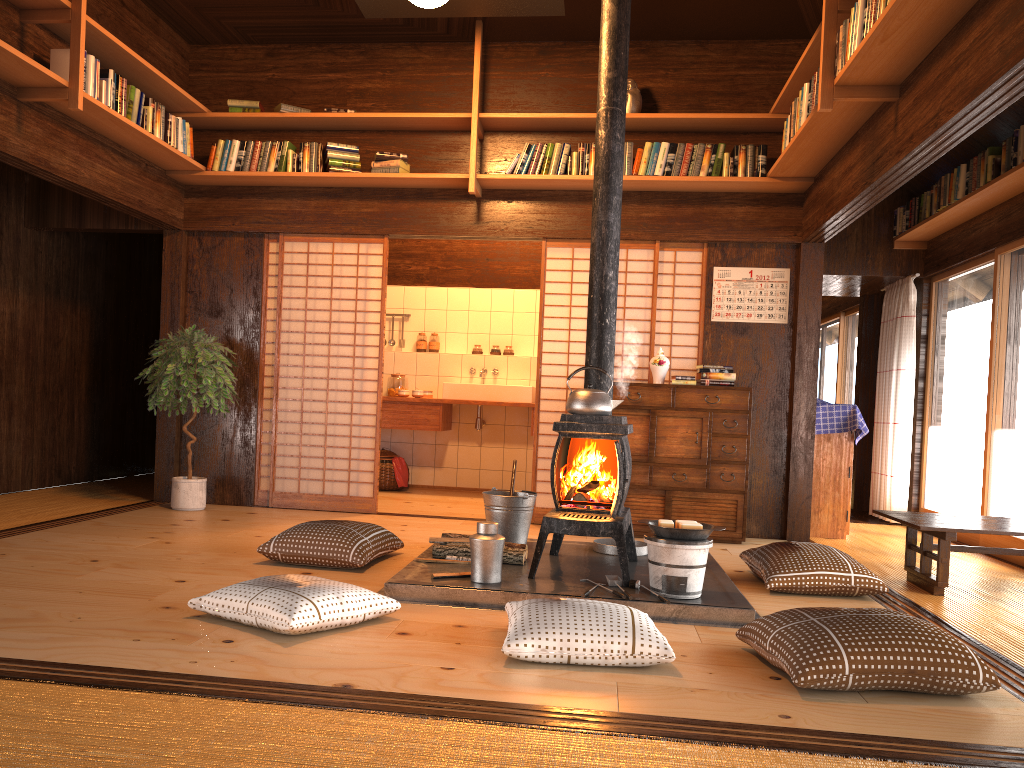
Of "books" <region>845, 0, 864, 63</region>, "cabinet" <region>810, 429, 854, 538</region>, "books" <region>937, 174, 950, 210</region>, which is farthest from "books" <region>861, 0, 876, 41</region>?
"cabinet" <region>810, 429, 854, 538</region>

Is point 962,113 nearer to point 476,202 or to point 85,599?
point 476,202

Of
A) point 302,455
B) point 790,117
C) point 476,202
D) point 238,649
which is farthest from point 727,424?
point 302,455

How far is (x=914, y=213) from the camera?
6.9 meters

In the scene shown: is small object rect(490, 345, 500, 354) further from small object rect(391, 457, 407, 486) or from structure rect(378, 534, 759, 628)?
structure rect(378, 534, 759, 628)

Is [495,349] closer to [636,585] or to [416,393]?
[416,393]

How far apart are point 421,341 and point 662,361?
3.3 meters

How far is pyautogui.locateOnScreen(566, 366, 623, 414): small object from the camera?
4.13m

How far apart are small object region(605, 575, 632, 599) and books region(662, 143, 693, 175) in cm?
310

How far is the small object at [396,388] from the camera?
8.3m
